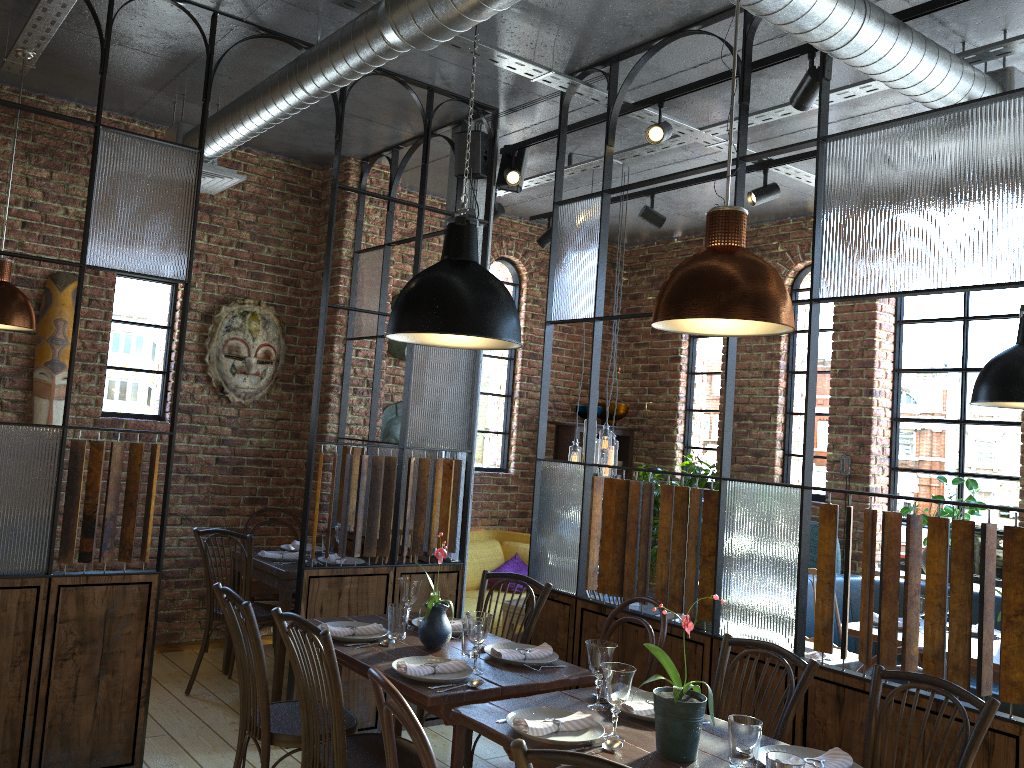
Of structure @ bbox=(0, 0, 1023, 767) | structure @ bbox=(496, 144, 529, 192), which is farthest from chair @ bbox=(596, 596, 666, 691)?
structure @ bbox=(496, 144, 529, 192)

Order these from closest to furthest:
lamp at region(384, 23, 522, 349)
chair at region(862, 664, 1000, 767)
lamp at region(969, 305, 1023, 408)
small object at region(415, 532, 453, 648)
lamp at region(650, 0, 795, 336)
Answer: lamp at region(650, 0, 795, 336) → chair at region(862, 664, 1000, 767) → lamp at region(384, 23, 522, 349) → small object at region(415, 532, 453, 648) → lamp at region(969, 305, 1023, 408)

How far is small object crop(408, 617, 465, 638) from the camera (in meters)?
3.55

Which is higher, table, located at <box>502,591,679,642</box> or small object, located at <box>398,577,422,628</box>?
small object, located at <box>398,577,422,628</box>

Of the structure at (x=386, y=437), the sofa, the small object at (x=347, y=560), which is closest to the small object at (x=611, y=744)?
the small object at (x=347, y=560)

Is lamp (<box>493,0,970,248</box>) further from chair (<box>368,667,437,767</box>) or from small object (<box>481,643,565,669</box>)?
chair (<box>368,667,437,767</box>)

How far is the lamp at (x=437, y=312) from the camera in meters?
3.1

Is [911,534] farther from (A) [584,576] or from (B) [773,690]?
(A) [584,576]

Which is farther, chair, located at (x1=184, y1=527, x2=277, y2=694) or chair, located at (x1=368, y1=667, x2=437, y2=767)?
chair, located at (x1=184, y1=527, x2=277, y2=694)

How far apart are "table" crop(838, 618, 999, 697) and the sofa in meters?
2.3
